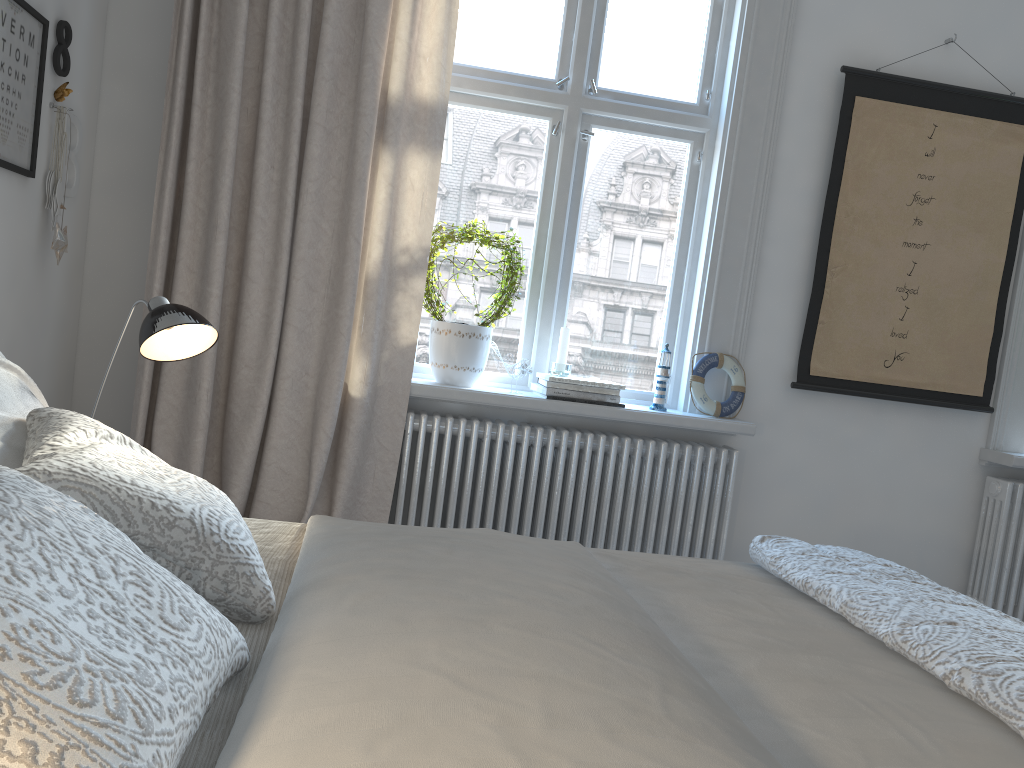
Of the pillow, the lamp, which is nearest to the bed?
the pillow

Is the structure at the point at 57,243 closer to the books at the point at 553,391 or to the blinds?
the blinds

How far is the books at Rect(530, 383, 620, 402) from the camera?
2.94m

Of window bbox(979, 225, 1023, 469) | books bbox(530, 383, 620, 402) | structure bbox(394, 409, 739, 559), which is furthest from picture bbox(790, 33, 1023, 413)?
books bbox(530, 383, 620, 402)

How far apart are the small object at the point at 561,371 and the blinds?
0.50m

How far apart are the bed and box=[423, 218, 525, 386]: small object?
1.3 meters

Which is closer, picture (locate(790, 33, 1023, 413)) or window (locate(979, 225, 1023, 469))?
picture (locate(790, 33, 1023, 413))

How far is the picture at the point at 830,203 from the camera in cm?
314

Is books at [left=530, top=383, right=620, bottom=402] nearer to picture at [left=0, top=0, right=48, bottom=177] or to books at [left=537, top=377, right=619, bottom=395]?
books at [left=537, top=377, right=619, bottom=395]

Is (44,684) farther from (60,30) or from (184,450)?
→ (60,30)
